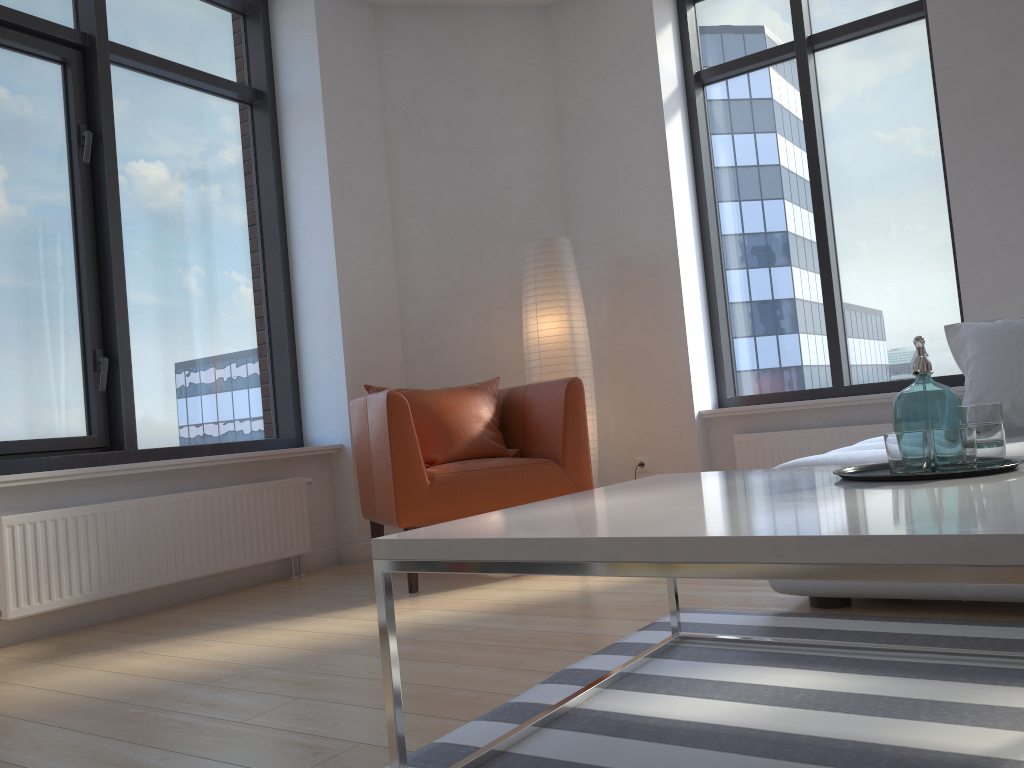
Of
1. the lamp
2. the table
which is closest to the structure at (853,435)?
the lamp

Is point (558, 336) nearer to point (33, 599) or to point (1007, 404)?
point (1007, 404)

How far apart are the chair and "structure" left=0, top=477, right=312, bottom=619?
0.35m

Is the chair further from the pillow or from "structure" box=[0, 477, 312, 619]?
Answer: the pillow

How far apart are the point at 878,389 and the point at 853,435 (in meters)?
0.37

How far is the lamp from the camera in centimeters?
→ 445cm

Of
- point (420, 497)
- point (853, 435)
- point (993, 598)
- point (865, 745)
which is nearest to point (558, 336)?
point (420, 497)

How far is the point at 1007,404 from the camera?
2.8 meters

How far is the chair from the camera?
3.4m

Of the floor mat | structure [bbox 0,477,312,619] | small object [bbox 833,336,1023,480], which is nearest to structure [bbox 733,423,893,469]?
the floor mat
